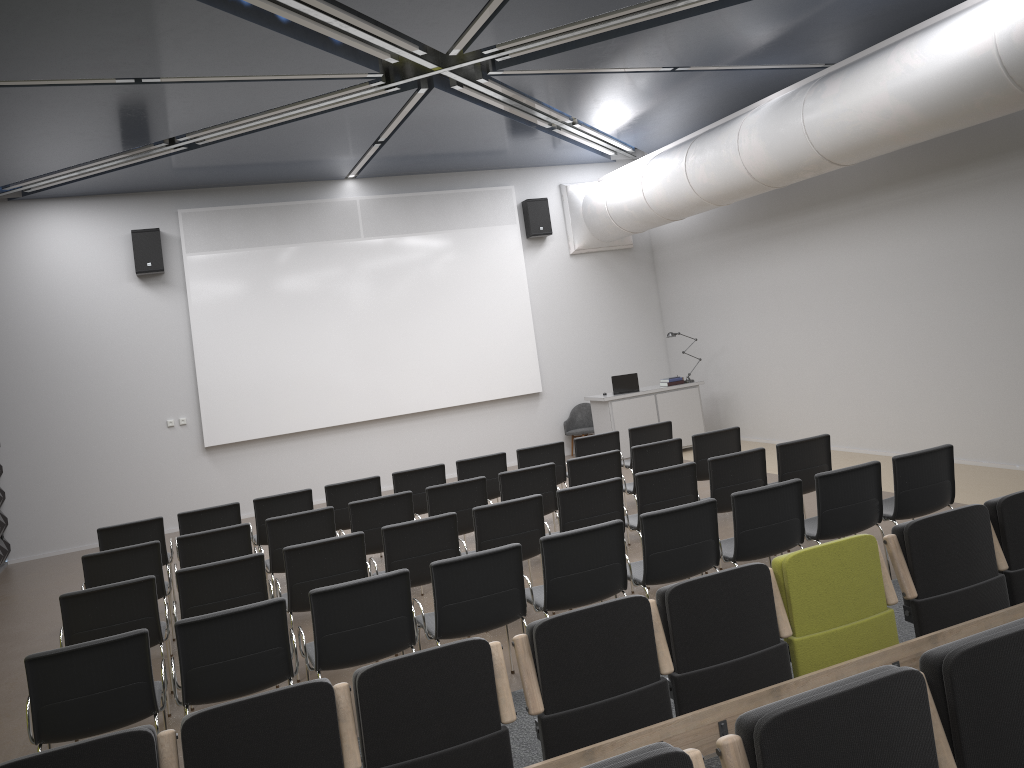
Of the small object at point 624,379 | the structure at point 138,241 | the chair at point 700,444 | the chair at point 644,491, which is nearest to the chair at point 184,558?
the chair at point 644,491

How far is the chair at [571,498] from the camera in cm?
678

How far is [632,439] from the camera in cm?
990

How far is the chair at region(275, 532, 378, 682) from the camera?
6.1 meters

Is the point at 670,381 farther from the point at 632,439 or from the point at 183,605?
the point at 183,605

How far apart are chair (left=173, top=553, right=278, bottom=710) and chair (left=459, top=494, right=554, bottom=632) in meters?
1.5 m

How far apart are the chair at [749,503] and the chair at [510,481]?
2.18m

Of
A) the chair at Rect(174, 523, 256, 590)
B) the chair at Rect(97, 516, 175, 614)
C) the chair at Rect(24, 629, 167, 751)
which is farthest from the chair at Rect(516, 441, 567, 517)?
the chair at Rect(24, 629, 167, 751)

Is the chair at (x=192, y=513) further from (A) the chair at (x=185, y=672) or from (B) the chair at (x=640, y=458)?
(B) the chair at (x=640, y=458)

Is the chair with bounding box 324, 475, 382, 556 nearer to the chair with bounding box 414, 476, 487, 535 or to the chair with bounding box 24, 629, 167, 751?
the chair with bounding box 414, 476, 487, 535
